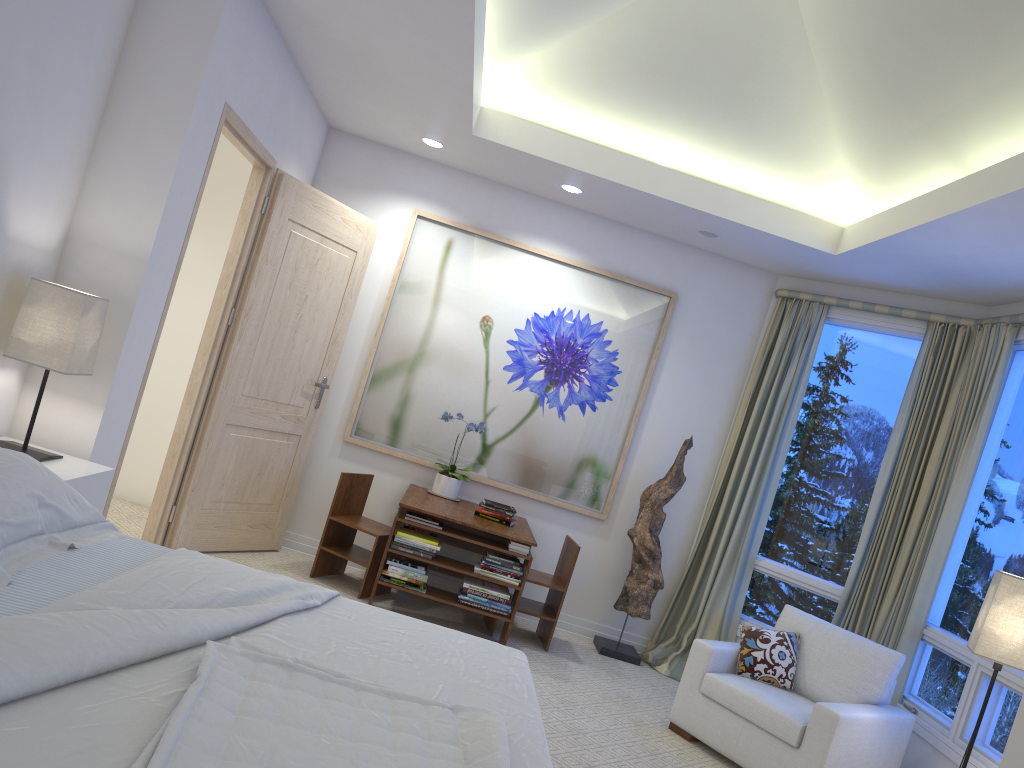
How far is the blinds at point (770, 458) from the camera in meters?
5.2

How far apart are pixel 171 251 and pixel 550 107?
2.2m

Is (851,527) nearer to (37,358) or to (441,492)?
(441,492)

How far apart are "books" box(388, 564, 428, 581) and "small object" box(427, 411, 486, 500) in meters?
0.8

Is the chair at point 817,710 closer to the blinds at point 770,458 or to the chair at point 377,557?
the blinds at point 770,458

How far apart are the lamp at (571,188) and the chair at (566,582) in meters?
2.0

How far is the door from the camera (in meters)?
4.42

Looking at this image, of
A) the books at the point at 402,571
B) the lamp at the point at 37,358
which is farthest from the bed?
the books at the point at 402,571

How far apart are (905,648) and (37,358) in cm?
404

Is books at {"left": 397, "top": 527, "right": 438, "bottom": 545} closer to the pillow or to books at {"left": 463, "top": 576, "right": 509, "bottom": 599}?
books at {"left": 463, "top": 576, "right": 509, "bottom": 599}
